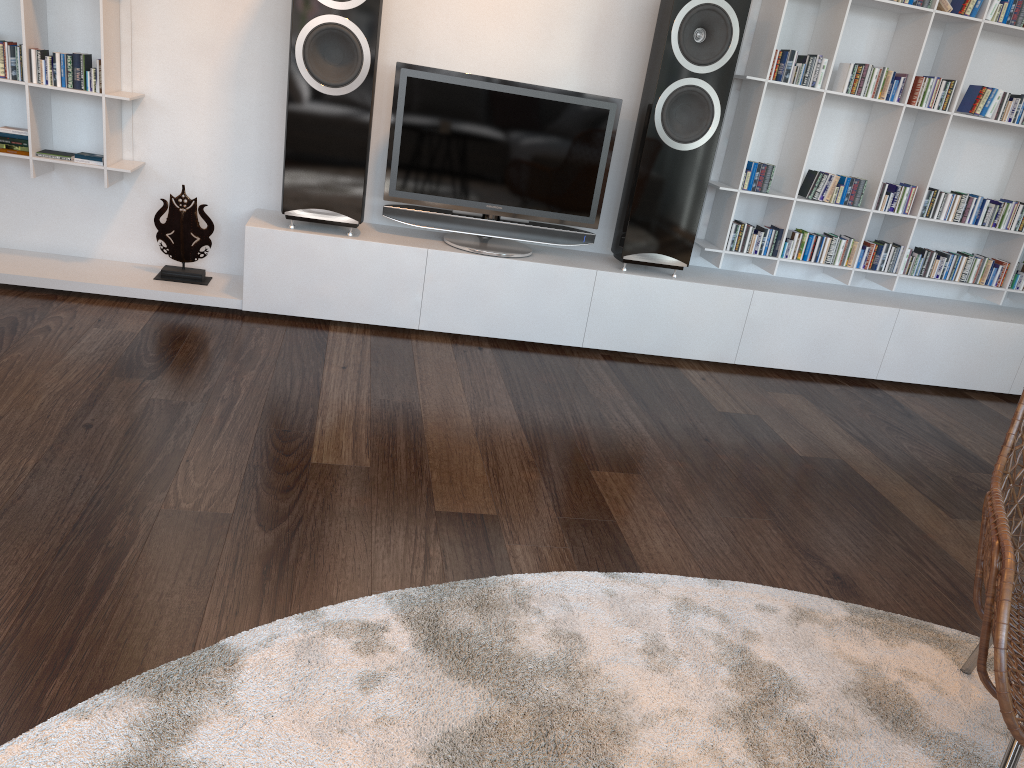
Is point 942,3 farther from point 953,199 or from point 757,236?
point 757,236

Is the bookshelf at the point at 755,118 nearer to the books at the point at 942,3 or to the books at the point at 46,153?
the books at the point at 942,3

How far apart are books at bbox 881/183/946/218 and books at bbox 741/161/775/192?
0.52m

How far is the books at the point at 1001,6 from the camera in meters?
3.4

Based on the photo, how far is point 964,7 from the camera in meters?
3.3 m

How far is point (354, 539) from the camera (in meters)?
1.89

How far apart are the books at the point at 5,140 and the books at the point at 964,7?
3.4m

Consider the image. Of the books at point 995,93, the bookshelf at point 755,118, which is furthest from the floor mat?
the books at point 995,93

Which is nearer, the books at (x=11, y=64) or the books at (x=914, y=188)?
the books at (x=11, y=64)

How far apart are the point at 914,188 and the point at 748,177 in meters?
0.7 m
